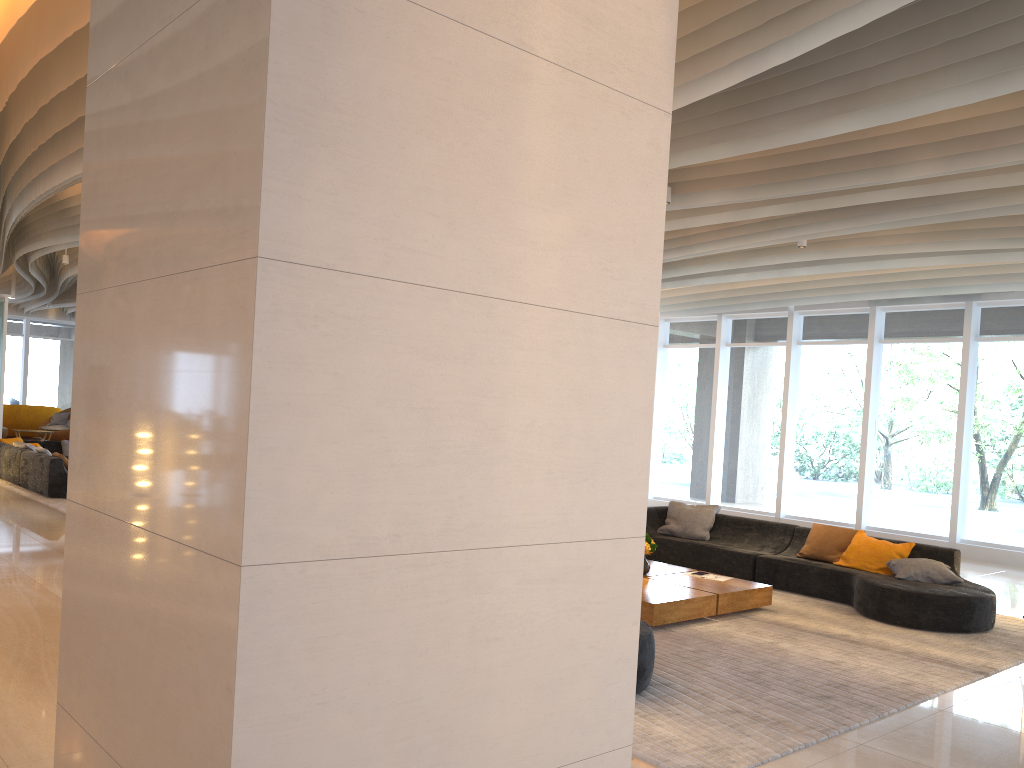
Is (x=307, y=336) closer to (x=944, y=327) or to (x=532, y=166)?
(x=532, y=166)

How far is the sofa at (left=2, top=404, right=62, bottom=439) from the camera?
22.2m

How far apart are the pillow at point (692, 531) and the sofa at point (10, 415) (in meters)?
18.95

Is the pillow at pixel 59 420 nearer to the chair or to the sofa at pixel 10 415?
the chair

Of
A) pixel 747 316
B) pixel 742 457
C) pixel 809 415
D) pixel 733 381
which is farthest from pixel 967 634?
pixel 747 316

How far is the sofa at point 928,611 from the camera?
7.26m

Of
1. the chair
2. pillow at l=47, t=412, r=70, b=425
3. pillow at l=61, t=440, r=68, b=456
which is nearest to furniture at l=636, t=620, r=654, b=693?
pillow at l=61, t=440, r=68, b=456

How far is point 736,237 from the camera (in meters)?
9.32

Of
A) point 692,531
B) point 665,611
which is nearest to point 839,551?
point 692,531

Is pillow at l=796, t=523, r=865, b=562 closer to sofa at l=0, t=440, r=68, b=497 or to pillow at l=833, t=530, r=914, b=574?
pillow at l=833, t=530, r=914, b=574
